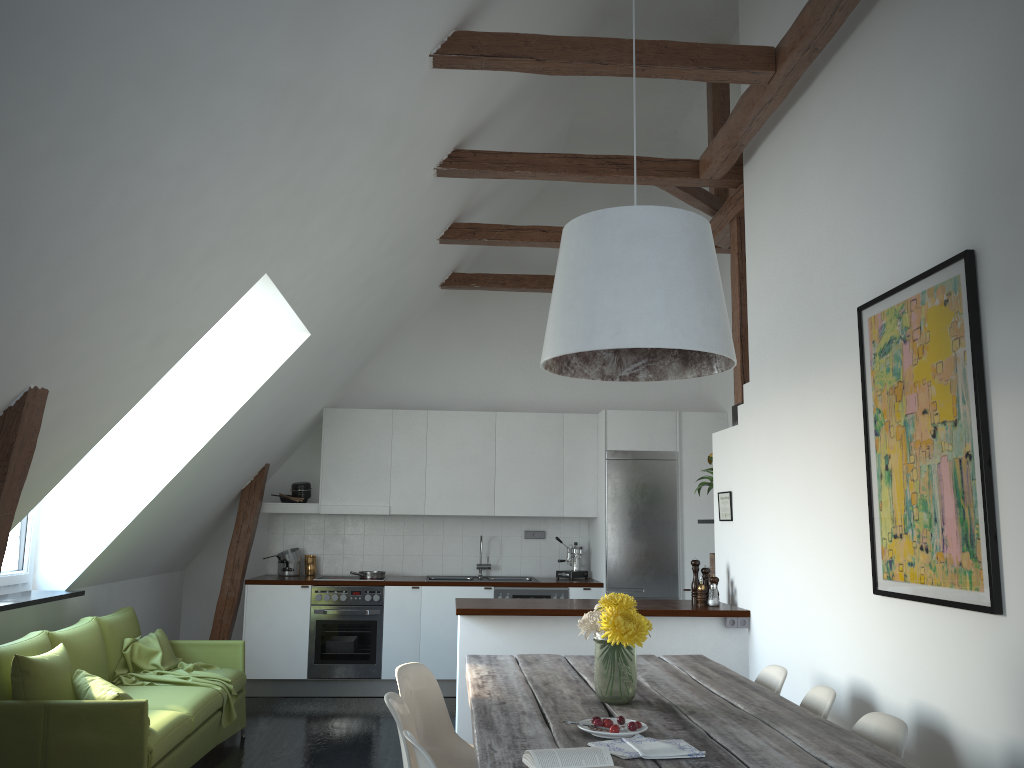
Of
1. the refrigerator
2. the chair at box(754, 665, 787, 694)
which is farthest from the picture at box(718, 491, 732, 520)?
the refrigerator

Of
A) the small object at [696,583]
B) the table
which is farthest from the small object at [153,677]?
the small object at [696,583]

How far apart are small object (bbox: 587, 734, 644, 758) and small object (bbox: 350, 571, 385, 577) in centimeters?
532cm

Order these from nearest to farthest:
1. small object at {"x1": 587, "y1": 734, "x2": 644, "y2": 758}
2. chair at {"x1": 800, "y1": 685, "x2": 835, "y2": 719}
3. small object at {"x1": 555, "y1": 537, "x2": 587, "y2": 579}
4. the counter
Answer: small object at {"x1": 587, "y1": 734, "x2": 644, "y2": 758} < chair at {"x1": 800, "y1": 685, "x2": 835, "y2": 719} < the counter < small object at {"x1": 555, "y1": 537, "x2": 587, "y2": 579}

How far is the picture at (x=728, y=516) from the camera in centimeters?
549cm

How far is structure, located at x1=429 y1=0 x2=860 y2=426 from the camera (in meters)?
4.06

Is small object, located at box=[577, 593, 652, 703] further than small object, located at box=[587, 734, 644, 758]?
Yes

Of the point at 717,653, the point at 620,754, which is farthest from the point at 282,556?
the point at 620,754

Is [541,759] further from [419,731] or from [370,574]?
[370,574]

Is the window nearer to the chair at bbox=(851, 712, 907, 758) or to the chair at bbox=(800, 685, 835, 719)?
the chair at bbox=(800, 685, 835, 719)
